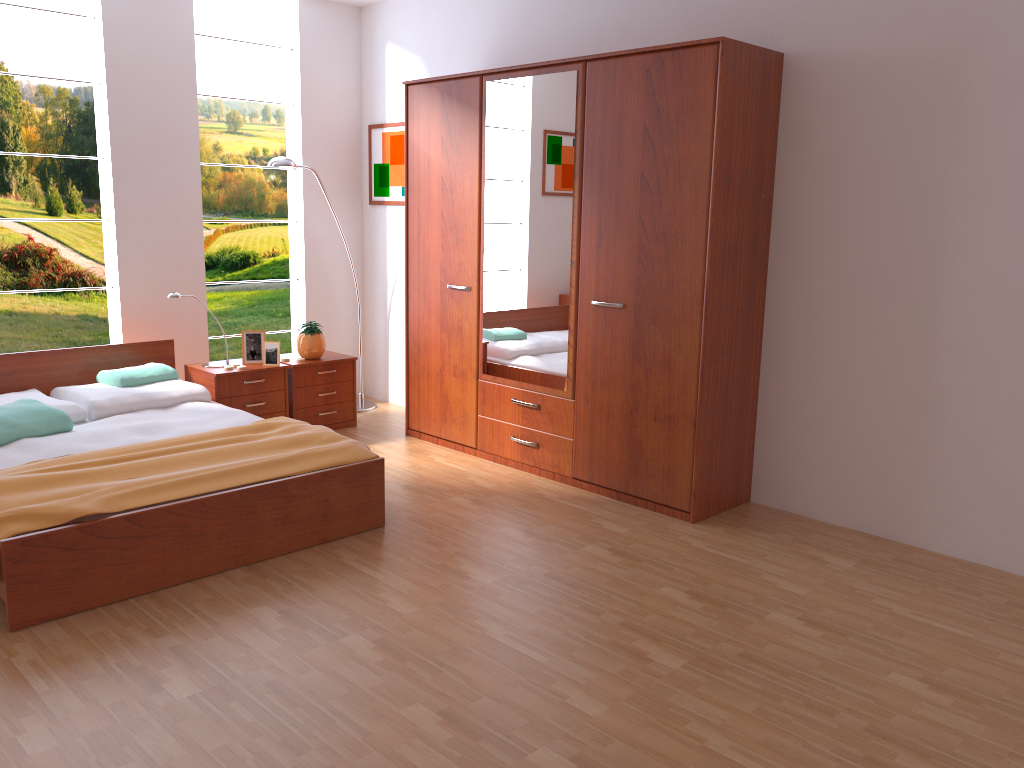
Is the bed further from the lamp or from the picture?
the picture

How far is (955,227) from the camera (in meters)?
3.36

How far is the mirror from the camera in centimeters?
409cm

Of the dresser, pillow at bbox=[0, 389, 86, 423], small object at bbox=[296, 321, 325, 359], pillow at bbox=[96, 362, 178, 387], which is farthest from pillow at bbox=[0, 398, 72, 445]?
the dresser

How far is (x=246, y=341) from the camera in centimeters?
499cm

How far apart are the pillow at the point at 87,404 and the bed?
0.0 meters

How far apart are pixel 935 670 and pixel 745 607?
0.6m

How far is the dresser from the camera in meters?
3.6

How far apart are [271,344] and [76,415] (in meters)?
1.14

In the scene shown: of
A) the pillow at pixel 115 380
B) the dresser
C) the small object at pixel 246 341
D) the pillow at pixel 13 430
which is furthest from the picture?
the pillow at pixel 13 430
